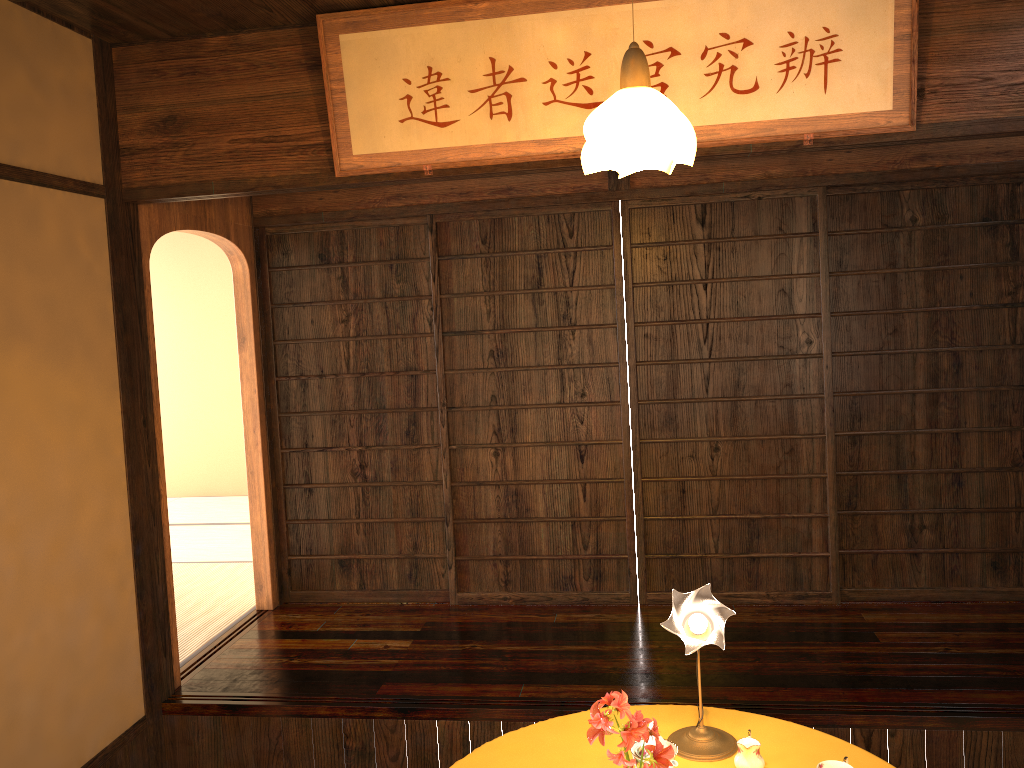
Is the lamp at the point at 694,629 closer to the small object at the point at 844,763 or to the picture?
the small object at the point at 844,763

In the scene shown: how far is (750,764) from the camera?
2.3 meters

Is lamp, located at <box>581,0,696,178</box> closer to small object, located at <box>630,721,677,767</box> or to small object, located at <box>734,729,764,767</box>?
small object, located at <box>630,721,677,767</box>

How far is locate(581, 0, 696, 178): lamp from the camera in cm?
198

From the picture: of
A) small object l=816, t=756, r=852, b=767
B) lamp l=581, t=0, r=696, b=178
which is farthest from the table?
lamp l=581, t=0, r=696, b=178

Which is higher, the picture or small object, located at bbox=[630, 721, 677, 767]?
the picture

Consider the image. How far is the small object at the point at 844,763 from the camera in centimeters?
223cm

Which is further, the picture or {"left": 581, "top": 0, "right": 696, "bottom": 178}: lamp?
the picture

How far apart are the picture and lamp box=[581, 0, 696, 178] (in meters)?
0.03

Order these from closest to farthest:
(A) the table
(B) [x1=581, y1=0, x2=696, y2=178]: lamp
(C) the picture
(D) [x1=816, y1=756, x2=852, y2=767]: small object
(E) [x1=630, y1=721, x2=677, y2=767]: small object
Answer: (B) [x1=581, y1=0, x2=696, y2=178]: lamp < (E) [x1=630, y1=721, x2=677, y2=767]: small object < (D) [x1=816, y1=756, x2=852, y2=767]: small object < (A) the table < (C) the picture
